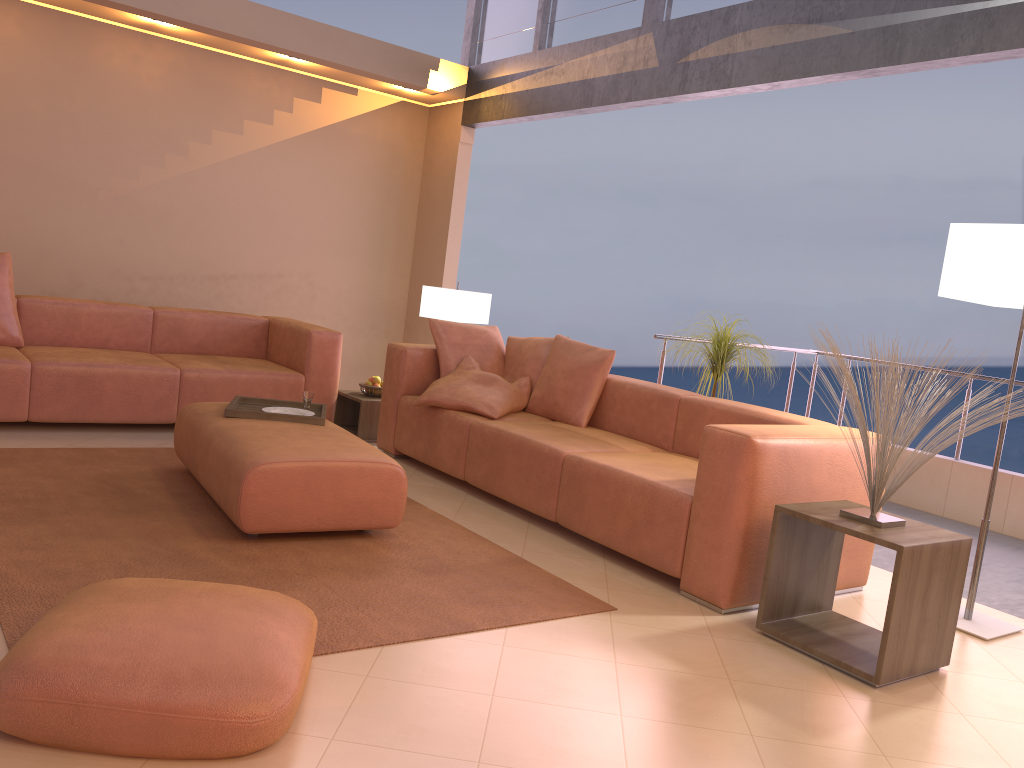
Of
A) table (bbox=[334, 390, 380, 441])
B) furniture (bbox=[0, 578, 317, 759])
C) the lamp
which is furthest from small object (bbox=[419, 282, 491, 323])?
furniture (bbox=[0, 578, 317, 759])

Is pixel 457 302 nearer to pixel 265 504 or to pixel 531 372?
pixel 531 372

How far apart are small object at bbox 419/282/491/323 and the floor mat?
1.9m

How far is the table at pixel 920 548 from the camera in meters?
2.7

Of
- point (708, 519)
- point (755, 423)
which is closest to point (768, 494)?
point (708, 519)

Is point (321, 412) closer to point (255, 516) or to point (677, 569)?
point (255, 516)

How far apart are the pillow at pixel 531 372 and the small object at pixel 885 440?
2.2 meters

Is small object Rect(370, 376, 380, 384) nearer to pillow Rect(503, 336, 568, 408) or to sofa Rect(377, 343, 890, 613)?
sofa Rect(377, 343, 890, 613)

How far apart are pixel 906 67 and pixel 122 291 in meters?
5.0

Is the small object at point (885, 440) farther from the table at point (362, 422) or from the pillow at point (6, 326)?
the pillow at point (6, 326)
